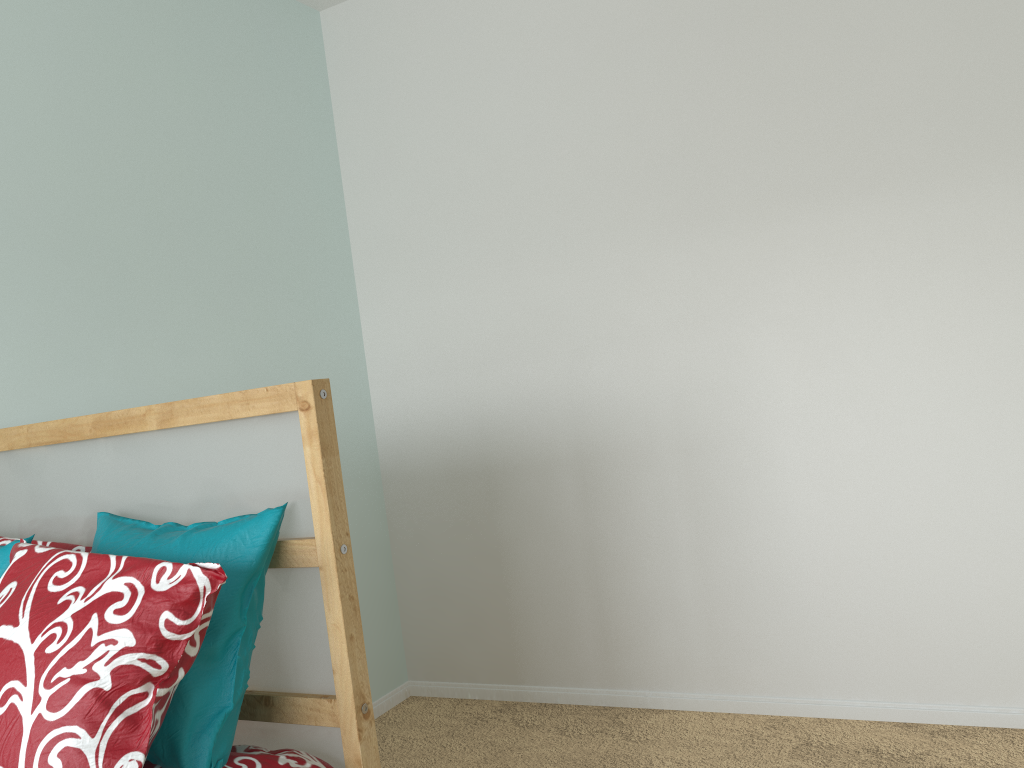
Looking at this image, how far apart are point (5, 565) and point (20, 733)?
0.4m

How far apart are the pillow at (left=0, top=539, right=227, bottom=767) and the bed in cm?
14

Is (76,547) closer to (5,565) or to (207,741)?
(5,565)

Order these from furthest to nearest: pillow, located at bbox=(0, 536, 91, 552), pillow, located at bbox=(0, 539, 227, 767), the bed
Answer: pillow, located at bbox=(0, 536, 91, 552), the bed, pillow, located at bbox=(0, 539, 227, 767)

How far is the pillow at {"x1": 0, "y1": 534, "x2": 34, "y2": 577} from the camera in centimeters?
129cm

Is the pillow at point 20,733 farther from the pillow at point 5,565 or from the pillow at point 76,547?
the pillow at point 76,547

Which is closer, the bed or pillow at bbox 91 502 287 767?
pillow at bbox 91 502 287 767

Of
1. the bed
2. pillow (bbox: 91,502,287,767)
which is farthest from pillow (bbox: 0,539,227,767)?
the bed

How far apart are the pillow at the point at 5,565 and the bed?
0.20m

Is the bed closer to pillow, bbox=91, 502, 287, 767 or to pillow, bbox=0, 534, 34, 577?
pillow, bbox=91, 502, 287, 767
